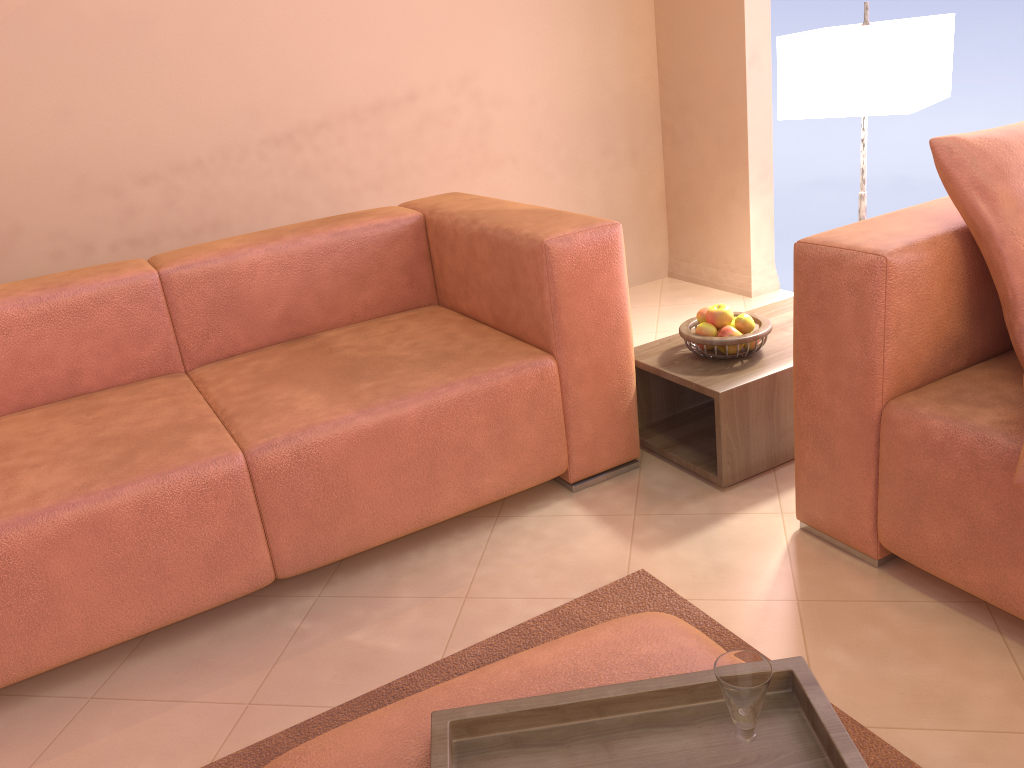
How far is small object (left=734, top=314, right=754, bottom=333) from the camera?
2.2 meters

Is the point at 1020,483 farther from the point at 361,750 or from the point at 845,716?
the point at 361,750

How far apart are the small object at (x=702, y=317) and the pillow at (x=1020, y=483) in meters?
1.0

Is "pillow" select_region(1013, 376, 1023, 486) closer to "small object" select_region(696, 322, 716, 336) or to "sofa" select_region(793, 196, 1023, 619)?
"sofa" select_region(793, 196, 1023, 619)

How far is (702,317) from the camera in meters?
2.3

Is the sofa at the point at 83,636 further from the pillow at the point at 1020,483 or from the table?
the pillow at the point at 1020,483

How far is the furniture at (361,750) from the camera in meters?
1.0

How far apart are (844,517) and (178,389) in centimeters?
158cm

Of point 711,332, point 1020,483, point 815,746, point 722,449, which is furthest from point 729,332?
point 815,746

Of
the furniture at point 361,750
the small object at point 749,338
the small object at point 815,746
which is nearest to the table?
the small object at point 749,338
